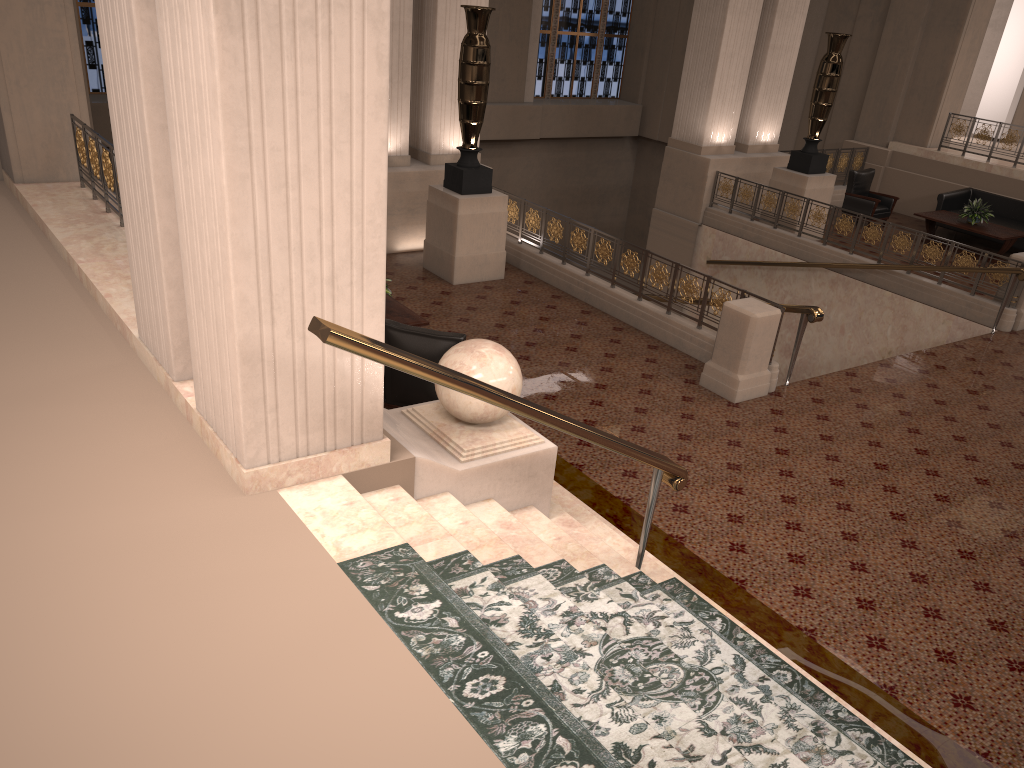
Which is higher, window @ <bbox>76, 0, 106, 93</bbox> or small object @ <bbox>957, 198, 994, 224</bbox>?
window @ <bbox>76, 0, 106, 93</bbox>

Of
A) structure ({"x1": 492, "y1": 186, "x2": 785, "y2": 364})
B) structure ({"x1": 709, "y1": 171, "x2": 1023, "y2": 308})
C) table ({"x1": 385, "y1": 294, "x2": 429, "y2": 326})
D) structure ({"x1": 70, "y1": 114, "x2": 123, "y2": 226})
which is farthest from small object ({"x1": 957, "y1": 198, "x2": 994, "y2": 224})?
structure ({"x1": 70, "y1": 114, "x2": 123, "y2": 226})

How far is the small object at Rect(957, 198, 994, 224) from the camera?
13.51m

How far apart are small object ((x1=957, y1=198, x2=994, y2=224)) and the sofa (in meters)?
0.66

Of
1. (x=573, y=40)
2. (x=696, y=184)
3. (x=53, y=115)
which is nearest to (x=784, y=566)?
(x=53, y=115)

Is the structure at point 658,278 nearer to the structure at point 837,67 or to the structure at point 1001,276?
the structure at point 1001,276

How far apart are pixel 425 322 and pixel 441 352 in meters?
1.4

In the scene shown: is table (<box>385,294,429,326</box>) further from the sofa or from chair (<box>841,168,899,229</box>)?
the sofa

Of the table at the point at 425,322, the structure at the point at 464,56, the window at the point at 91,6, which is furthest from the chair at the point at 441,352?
the window at the point at 91,6

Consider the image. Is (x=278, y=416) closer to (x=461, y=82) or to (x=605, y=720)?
(x=605, y=720)
